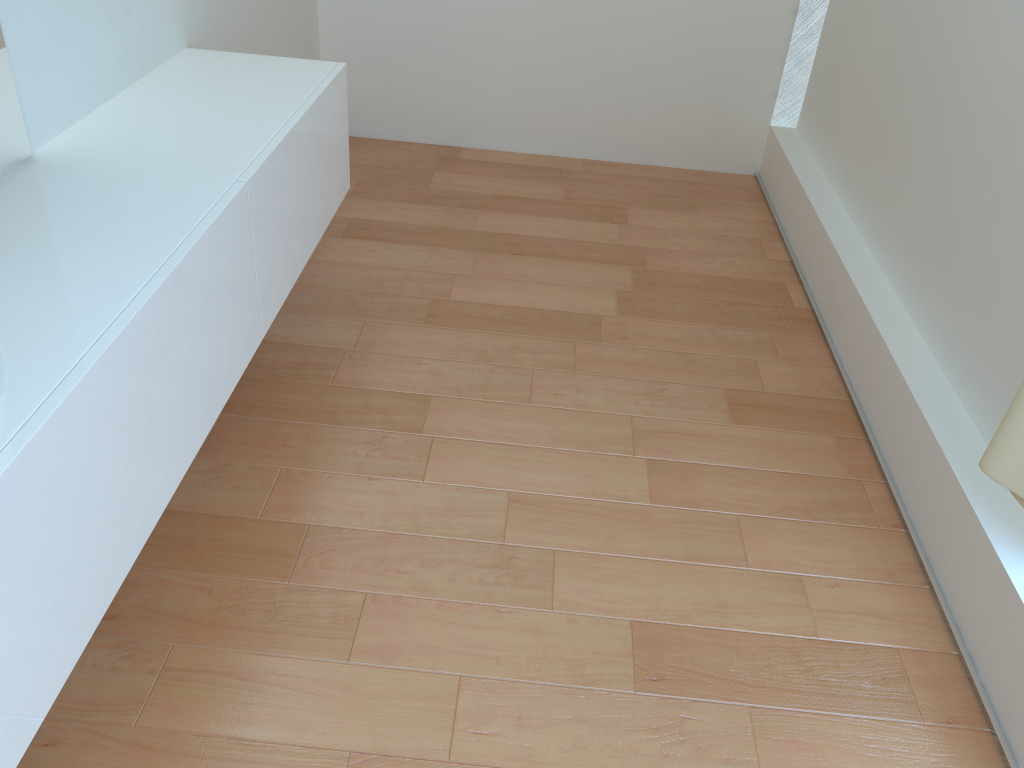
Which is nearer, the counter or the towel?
the counter

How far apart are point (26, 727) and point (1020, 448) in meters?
1.4

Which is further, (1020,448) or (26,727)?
(1020,448)

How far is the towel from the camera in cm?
129

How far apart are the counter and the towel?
1.3 meters

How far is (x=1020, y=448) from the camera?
1.29m

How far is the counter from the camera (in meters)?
1.15

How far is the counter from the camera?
1.1m

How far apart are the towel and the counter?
1.31m

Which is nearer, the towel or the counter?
the counter
